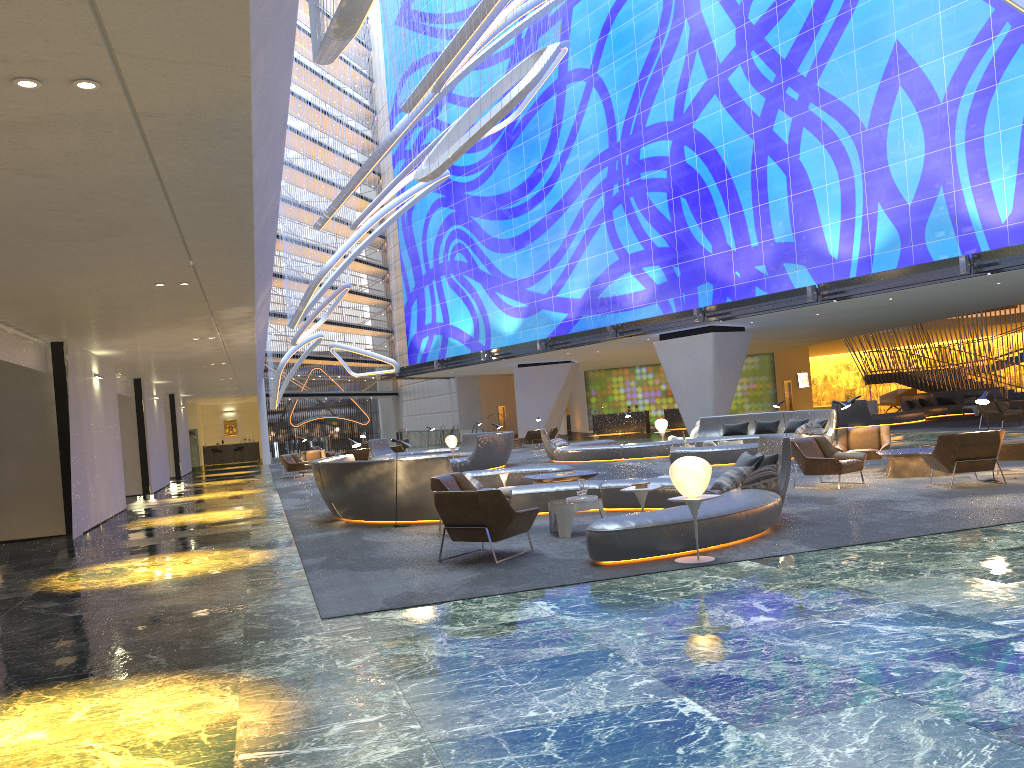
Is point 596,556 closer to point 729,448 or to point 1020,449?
point 1020,449

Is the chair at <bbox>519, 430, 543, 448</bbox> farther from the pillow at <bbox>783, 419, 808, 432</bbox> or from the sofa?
the sofa

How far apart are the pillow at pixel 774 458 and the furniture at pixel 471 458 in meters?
13.6

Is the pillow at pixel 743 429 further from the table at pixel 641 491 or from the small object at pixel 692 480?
the small object at pixel 692 480

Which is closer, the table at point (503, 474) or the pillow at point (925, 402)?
the table at point (503, 474)

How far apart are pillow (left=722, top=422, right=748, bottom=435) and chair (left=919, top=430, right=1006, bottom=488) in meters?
11.2 m

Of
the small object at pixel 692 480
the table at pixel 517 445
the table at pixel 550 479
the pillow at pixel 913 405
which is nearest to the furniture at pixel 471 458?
the table at pixel 517 445

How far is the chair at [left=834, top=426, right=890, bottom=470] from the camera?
15.8 meters

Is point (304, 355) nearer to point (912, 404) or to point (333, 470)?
point (912, 404)

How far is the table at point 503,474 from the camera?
14.0m
